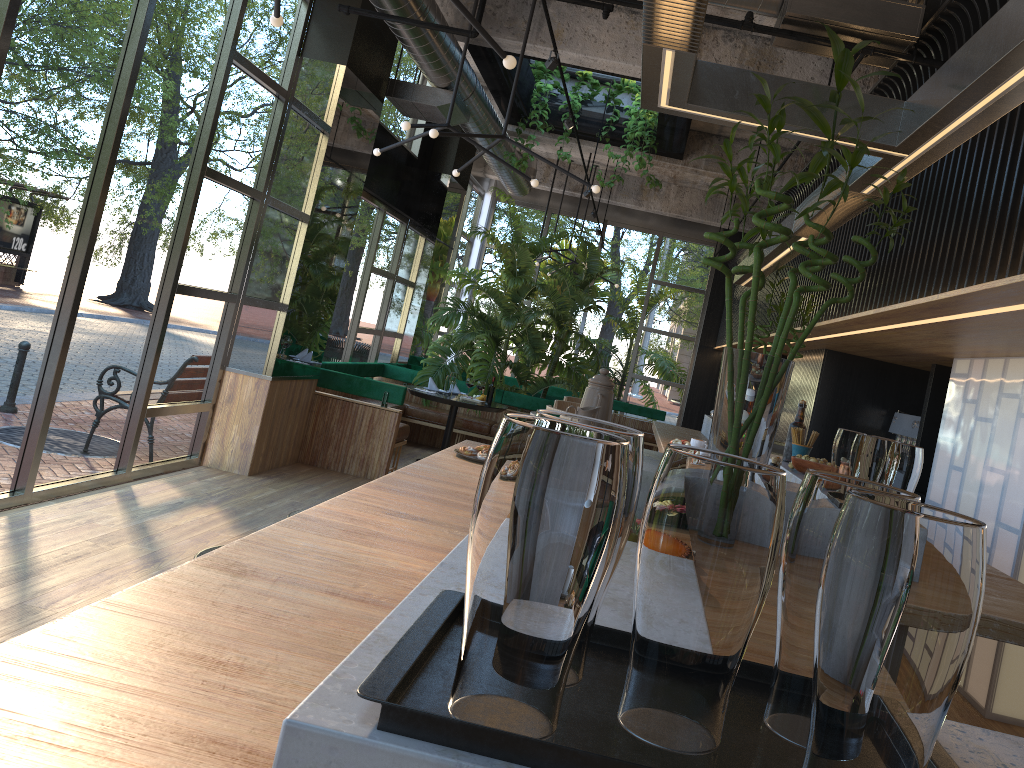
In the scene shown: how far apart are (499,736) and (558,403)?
5.6m

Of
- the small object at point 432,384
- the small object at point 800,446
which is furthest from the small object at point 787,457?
the small object at point 432,384

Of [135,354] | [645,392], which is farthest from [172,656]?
[645,392]

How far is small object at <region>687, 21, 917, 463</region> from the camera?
2.40m

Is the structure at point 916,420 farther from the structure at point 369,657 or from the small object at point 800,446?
the small object at point 800,446

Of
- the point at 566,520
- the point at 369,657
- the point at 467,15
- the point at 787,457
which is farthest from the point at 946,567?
the point at 467,15

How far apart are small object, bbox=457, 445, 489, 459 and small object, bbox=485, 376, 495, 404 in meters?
0.2 m

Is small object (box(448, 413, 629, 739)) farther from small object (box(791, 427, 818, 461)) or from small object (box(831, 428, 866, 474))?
small object (box(791, 427, 818, 461))

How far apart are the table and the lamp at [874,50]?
2.5m

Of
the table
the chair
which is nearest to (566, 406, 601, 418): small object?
the chair
